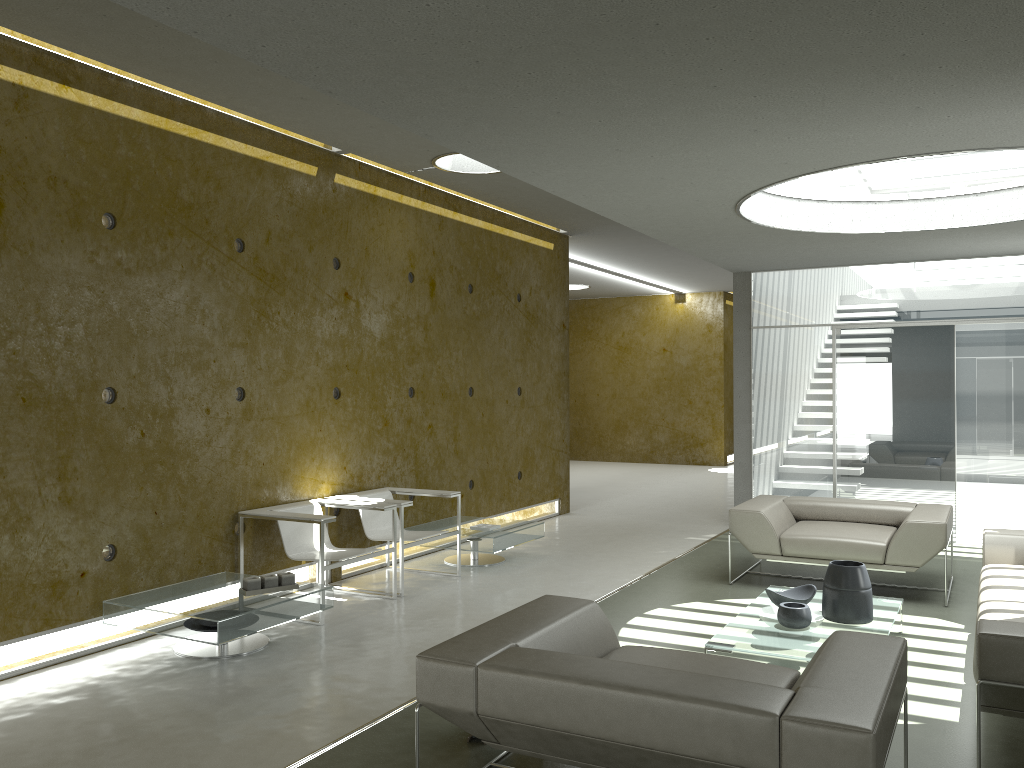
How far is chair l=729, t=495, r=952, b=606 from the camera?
6.1 meters

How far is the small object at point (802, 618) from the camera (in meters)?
4.68

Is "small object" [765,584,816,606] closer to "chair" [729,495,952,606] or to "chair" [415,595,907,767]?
"chair" [729,495,952,606]

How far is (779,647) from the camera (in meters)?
4.37

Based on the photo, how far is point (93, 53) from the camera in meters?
4.8

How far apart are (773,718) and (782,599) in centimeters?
272cm

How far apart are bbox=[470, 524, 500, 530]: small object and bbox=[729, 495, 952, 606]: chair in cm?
196

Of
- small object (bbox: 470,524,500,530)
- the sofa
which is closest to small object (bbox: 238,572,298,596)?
small object (bbox: 470,524,500,530)

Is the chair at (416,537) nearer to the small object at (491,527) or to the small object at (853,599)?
the small object at (491,527)

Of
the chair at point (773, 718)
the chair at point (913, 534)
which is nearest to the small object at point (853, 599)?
the chair at point (913, 534)
